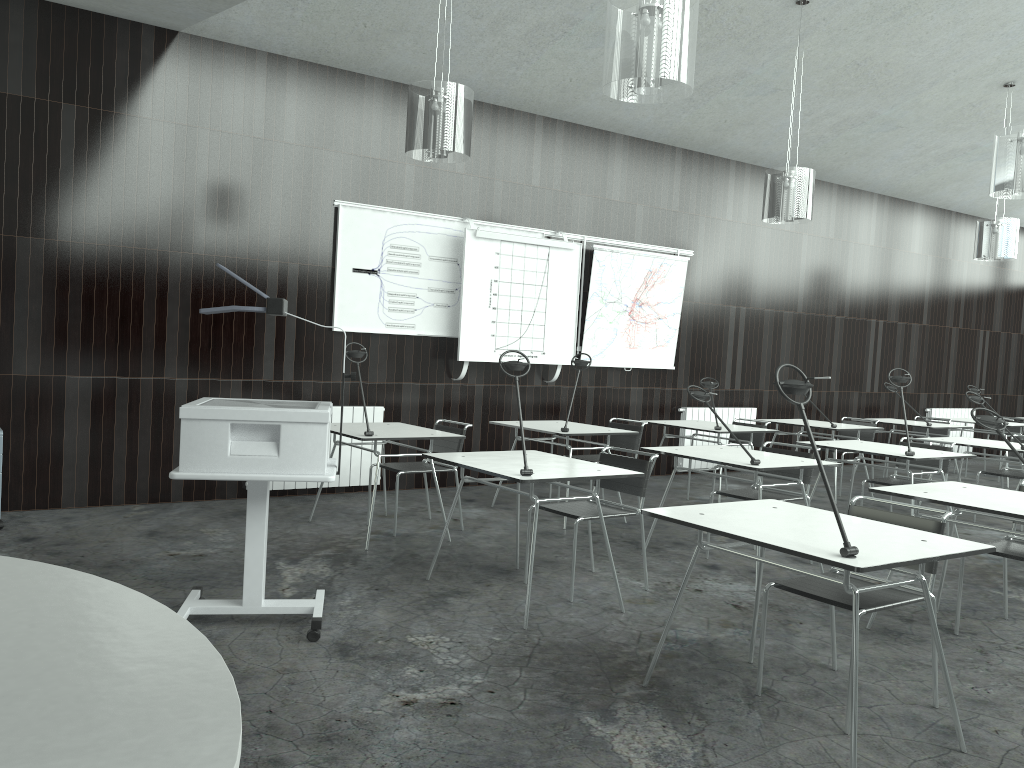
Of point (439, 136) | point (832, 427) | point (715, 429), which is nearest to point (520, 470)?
point (439, 136)

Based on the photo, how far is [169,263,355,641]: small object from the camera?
3.4 meters

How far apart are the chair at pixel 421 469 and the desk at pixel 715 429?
2.1m

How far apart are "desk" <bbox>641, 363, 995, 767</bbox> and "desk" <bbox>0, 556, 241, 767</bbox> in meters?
1.8 m

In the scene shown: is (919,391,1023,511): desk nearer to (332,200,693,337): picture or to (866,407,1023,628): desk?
(866,407,1023,628): desk

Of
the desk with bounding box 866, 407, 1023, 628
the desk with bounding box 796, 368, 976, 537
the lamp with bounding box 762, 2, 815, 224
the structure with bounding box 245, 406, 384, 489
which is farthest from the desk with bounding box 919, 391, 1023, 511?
the structure with bounding box 245, 406, 384, 489

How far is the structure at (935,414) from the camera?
11.40m

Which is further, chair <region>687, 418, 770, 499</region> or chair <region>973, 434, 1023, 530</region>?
chair <region>687, 418, 770, 499</region>

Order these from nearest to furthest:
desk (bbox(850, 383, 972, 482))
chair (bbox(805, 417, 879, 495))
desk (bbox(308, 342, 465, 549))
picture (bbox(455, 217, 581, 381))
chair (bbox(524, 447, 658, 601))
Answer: chair (bbox(524, 447, 658, 601)), desk (bbox(308, 342, 465, 549)), picture (bbox(455, 217, 581, 381)), chair (bbox(805, 417, 879, 495)), desk (bbox(850, 383, 972, 482))

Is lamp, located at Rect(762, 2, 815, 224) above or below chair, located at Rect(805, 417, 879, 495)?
above
